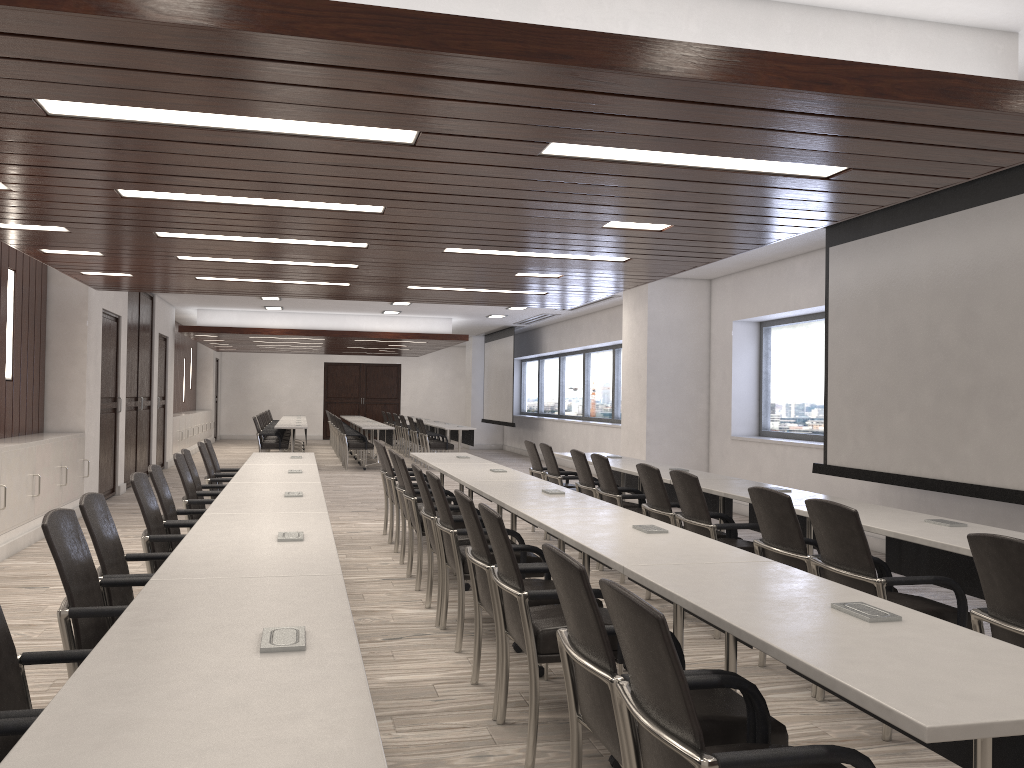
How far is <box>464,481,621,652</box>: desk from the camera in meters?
4.7

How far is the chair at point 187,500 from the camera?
5.8m

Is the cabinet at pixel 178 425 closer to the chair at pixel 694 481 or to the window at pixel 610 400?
the window at pixel 610 400

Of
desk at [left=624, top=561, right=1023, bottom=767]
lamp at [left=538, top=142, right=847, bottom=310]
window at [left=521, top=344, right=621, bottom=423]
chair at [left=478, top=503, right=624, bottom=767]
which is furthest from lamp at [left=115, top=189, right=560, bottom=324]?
desk at [left=624, top=561, right=1023, bottom=767]

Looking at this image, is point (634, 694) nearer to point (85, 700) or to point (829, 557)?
point (85, 700)

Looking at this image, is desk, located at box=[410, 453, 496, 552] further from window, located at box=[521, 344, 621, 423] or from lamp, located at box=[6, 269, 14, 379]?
window, located at box=[521, 344, 621, 423]

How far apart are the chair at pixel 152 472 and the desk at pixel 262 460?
2.2m

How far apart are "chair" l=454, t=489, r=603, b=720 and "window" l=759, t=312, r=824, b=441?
6.3 meters

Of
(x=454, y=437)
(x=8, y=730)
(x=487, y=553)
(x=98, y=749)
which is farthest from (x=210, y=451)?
(x=454, y=437)

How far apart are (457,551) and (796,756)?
3.0m
